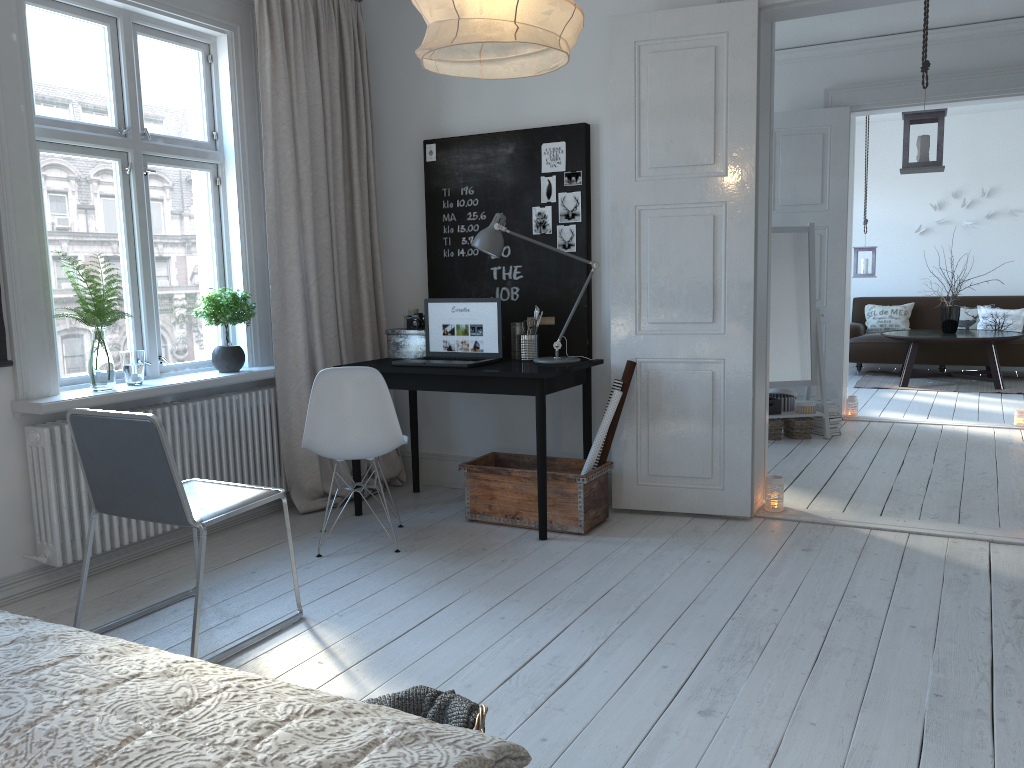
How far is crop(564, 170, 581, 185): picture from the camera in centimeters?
440cm

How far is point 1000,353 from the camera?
9.0m

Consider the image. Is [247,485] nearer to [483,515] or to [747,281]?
[483,515]

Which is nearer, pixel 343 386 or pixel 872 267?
pixel 343 386

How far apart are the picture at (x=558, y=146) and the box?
1.04m

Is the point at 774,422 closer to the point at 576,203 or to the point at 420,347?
the point at 576,203

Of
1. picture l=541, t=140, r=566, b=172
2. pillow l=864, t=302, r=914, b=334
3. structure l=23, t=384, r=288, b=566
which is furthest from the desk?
pillow l=864, t=302, r=914, b=334

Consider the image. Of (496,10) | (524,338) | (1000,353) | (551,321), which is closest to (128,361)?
(524,338)

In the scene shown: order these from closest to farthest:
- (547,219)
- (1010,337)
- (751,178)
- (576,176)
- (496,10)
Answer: (496,10) < (751,178) < (576,176) < (547,219) < (1010,337)

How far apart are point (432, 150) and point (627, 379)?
1.7m
